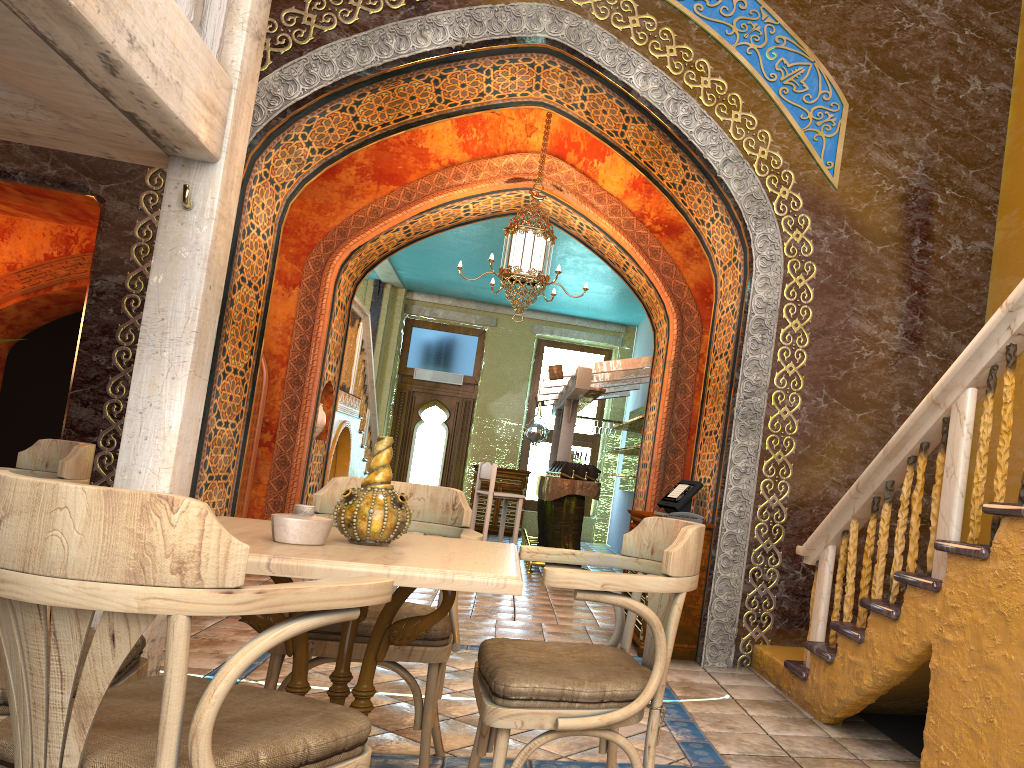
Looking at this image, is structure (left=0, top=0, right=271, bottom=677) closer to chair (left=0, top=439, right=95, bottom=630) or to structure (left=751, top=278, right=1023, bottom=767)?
chair (left=0, top=439, right=95, bottom=630)

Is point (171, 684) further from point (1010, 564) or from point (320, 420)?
point (320, 420)

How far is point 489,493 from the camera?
11.2 meters

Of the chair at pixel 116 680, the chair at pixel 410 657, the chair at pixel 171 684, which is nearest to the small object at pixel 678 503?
the chair at pixel 410 657

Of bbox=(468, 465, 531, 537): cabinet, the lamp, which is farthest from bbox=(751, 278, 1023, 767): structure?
bbox=(468, 465, 531, 537): cabinet

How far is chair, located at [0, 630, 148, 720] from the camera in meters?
2.5

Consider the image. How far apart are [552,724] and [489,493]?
8.7m

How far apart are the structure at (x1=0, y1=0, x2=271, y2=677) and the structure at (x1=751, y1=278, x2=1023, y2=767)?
3.3 meters

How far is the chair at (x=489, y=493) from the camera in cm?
1125

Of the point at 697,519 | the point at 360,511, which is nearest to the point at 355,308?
the point at 697,519
